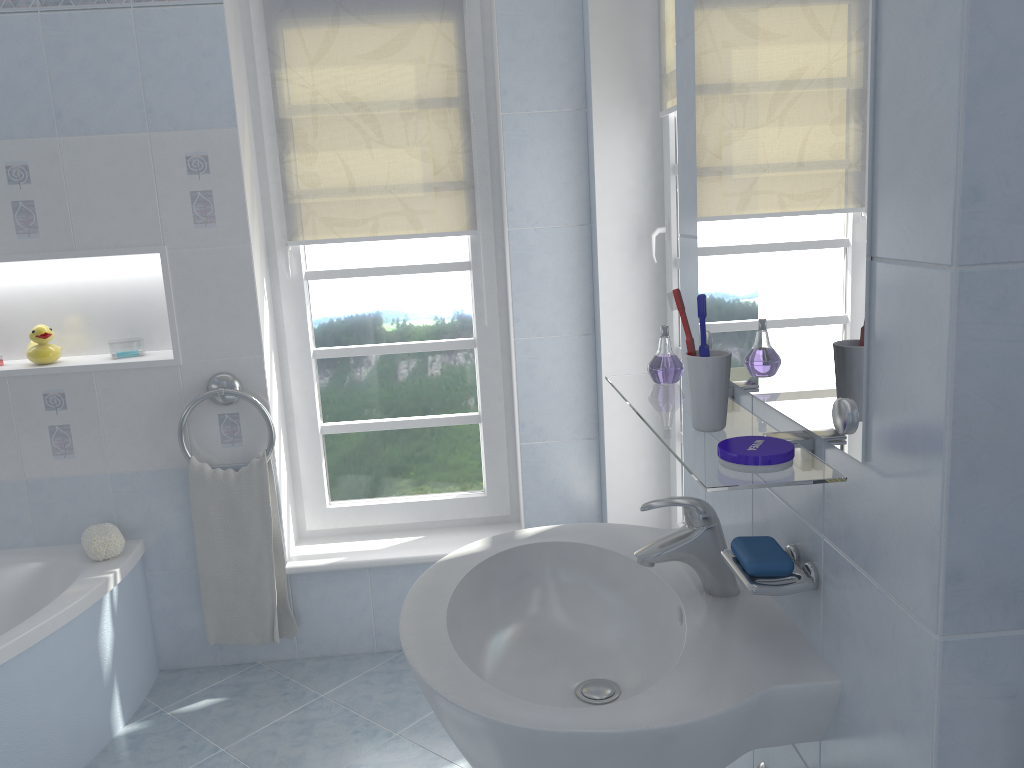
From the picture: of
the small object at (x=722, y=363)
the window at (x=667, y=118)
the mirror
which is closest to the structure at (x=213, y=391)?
the window at (x=667, y=118)

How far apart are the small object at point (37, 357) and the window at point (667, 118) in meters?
1.8

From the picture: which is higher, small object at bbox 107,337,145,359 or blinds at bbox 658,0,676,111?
blinds at bbox 658,0,676,111

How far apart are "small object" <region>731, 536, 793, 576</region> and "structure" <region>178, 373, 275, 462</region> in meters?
1.8 m

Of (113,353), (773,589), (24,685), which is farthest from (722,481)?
(113,353)

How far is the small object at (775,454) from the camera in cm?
95

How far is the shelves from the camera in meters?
0.9

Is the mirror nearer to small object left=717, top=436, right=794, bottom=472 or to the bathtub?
small object left=717, top=436, right=794, bottom=472

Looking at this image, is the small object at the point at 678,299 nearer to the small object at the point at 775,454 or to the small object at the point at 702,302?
the small object at the point at 702,302

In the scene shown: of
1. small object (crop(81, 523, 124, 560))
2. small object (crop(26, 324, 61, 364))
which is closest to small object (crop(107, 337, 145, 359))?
small object (crop(26, 324, 61, 364))
